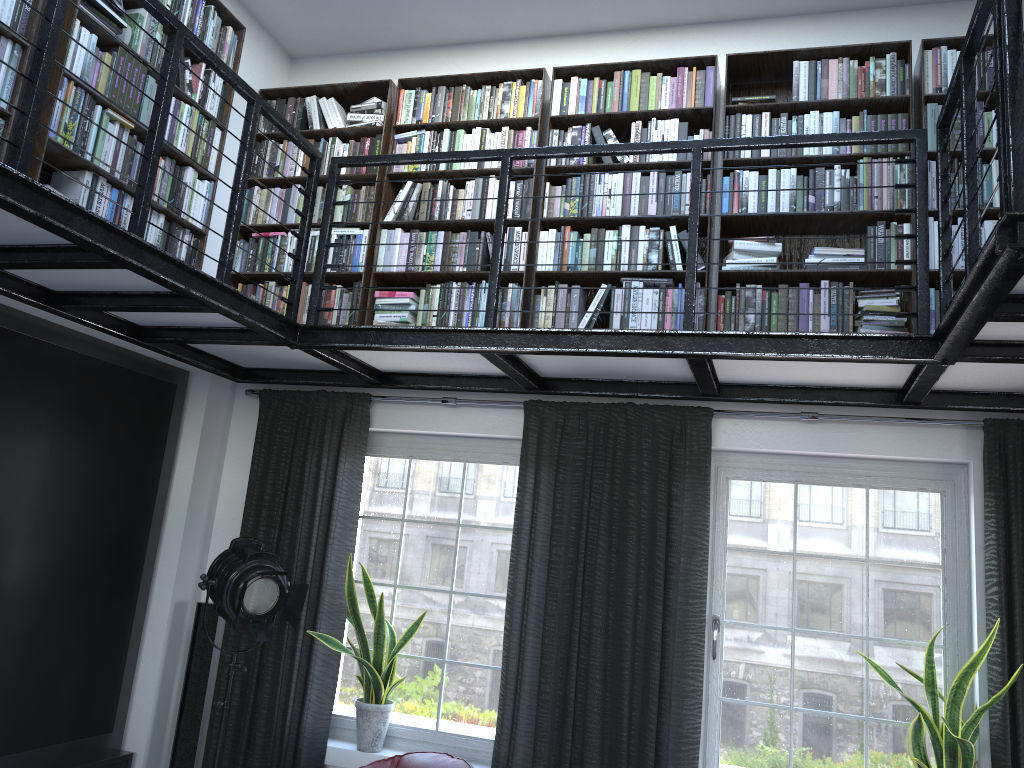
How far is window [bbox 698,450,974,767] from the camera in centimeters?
398cm

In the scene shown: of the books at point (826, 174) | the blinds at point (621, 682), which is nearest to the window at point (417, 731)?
the blinds at point (621, 682)

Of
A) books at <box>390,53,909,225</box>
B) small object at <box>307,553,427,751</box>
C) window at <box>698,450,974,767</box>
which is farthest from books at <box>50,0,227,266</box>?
window at <box>698,450,974,767</box>

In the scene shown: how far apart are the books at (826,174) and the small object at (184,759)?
2.3 meters

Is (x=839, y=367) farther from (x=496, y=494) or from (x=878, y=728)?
(x=496, y=494)

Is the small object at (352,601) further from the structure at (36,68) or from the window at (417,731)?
the structure at (36,68)

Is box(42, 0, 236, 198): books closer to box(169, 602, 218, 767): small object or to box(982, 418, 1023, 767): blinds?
box(169, 602, 218, 767): small object

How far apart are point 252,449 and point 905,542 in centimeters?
343cm

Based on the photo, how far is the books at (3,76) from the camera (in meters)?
3.22

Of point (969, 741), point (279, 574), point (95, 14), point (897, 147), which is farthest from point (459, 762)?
point (95, 14)
